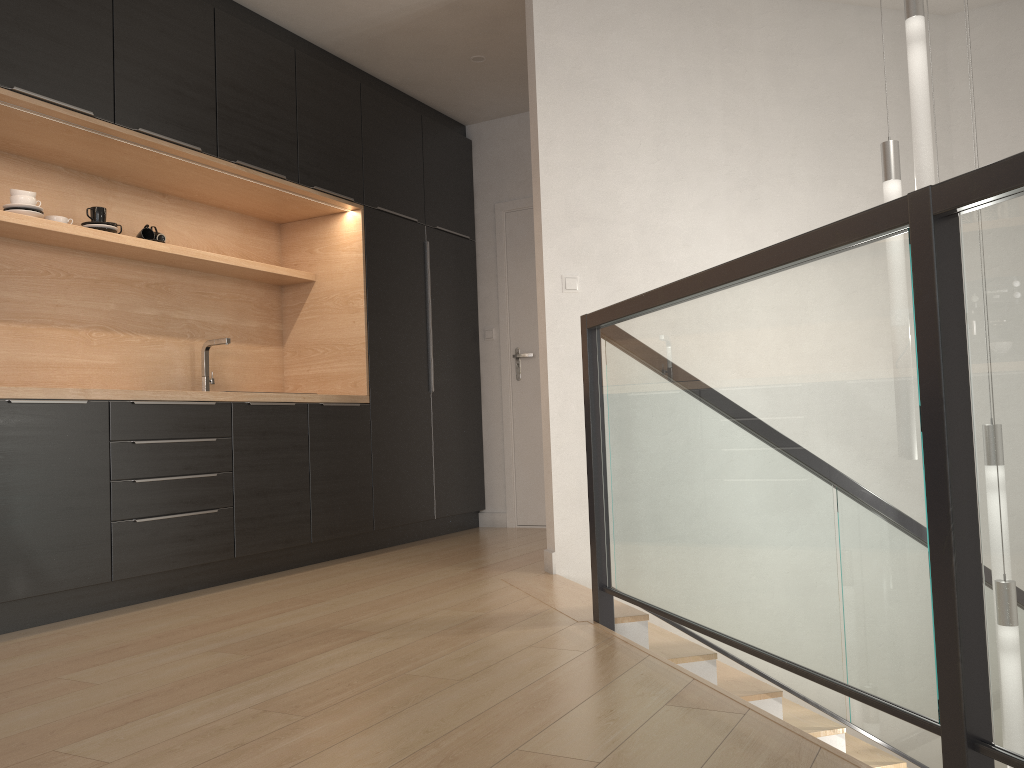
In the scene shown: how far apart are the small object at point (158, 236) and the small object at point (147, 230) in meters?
0.0 m

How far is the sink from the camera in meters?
4.4 m

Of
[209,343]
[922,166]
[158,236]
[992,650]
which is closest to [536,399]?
[209,343]

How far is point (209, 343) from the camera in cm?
445

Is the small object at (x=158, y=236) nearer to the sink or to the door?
the sink

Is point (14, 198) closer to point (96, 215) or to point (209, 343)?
point (96, 215)

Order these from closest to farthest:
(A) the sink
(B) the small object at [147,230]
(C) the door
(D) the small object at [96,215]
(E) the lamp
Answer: (E) the lamp, (D) the small object at [96,215], (B) the small object at [147,230], (A) the sink, (C) the door

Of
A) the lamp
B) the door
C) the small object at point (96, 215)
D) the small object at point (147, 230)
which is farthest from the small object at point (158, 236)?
the lamp

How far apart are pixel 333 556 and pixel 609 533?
2.2m

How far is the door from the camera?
5.7 meters
